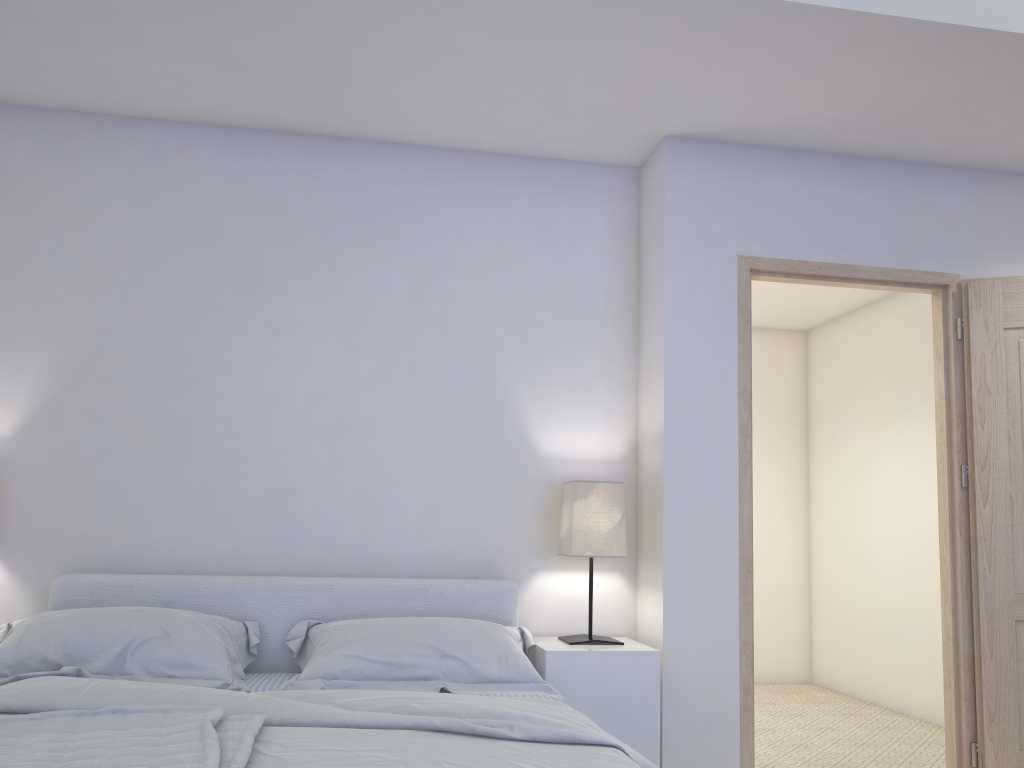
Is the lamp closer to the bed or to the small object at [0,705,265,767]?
the bed

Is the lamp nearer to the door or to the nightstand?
the nightstand

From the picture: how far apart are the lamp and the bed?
0.2m

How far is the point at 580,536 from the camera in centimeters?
314cm

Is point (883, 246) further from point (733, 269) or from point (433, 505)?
point (433, 505)

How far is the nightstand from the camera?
2.9 meters

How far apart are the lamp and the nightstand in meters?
0.0

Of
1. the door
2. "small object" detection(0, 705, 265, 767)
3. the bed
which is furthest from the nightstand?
"small object" detection(0, 705, 265, 767)

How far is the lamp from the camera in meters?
3.1 m

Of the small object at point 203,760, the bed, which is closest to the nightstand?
the bed
